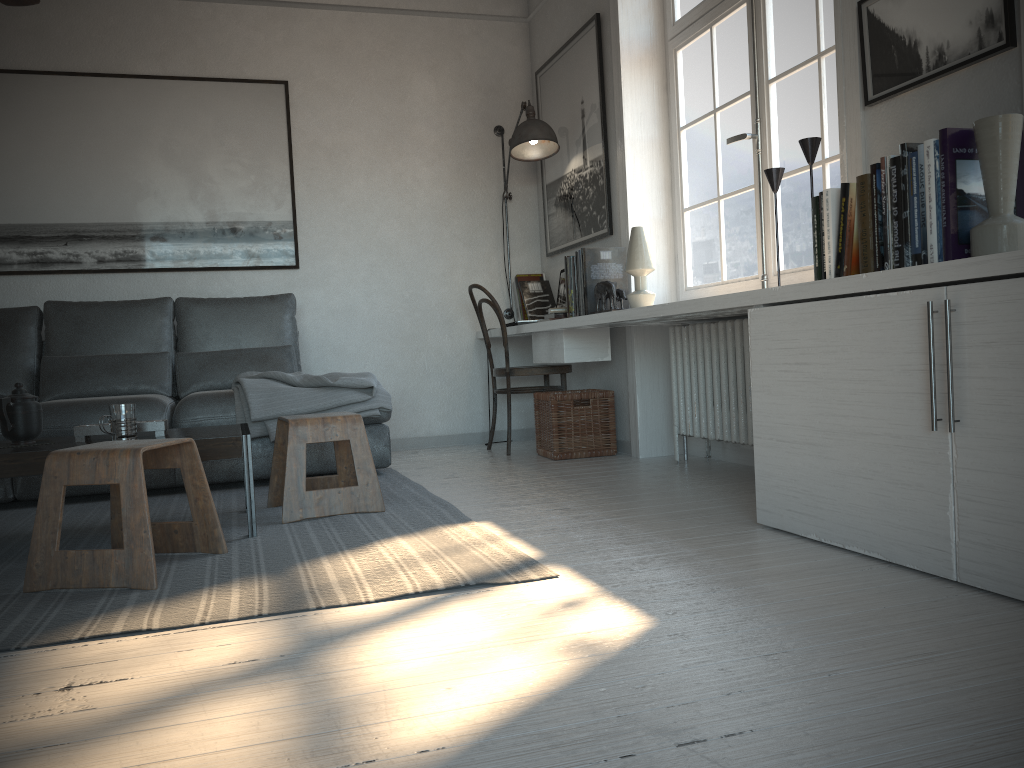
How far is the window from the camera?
3.2 meters

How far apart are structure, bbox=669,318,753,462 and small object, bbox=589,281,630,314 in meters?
0.3

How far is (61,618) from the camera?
1.9 meters

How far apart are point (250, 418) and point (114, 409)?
1.1m

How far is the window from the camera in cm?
321

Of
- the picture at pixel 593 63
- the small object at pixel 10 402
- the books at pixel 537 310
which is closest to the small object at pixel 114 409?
the small object at pixel 10 402

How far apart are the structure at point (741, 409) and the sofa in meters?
1.3

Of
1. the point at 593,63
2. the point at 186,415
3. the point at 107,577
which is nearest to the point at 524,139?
the point at 593,63

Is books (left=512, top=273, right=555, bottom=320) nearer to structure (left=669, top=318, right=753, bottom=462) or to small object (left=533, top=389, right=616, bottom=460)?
small object (left=533, top=389, right=616, bottom=460)

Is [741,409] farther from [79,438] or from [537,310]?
[79,438]
